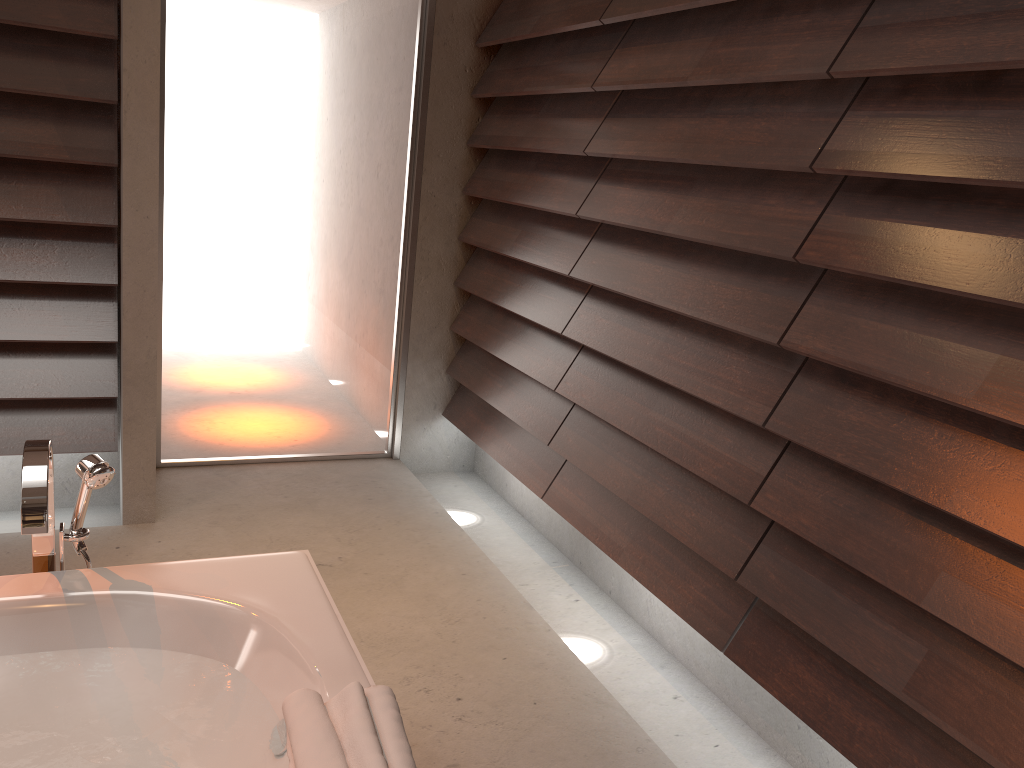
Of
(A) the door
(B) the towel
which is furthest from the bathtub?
(A) the door

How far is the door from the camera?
3.2m

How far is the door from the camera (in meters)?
3.19

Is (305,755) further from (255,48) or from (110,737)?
(255,48)

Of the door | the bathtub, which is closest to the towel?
the bathtub

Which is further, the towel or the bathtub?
the bathtub

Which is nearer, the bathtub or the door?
the bathtub

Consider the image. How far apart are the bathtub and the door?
1.8m

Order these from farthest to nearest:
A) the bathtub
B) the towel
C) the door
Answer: the door → the bathtub → the towel

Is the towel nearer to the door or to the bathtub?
the bathtub
